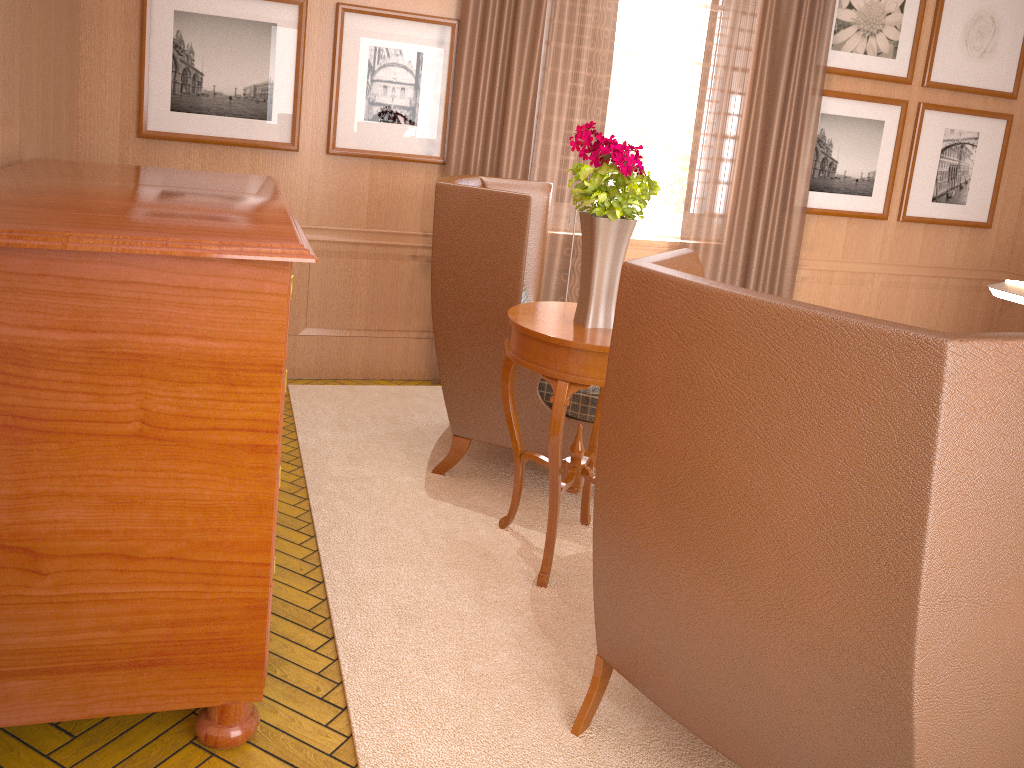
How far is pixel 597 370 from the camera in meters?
4.4

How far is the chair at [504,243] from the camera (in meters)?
5.56

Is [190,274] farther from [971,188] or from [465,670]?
[971,188]

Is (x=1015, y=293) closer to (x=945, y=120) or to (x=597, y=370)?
(x=597, y=370)

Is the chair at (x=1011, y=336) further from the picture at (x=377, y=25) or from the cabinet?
the picture at (x=377, y=25)

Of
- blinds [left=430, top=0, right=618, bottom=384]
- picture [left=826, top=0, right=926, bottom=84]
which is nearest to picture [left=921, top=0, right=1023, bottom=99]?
picture [left=826, top=0, right=926, bottom=84]

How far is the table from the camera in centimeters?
442cm

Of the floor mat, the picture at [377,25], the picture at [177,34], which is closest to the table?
the floor mat

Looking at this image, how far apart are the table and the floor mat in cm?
4

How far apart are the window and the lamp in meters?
5.3
